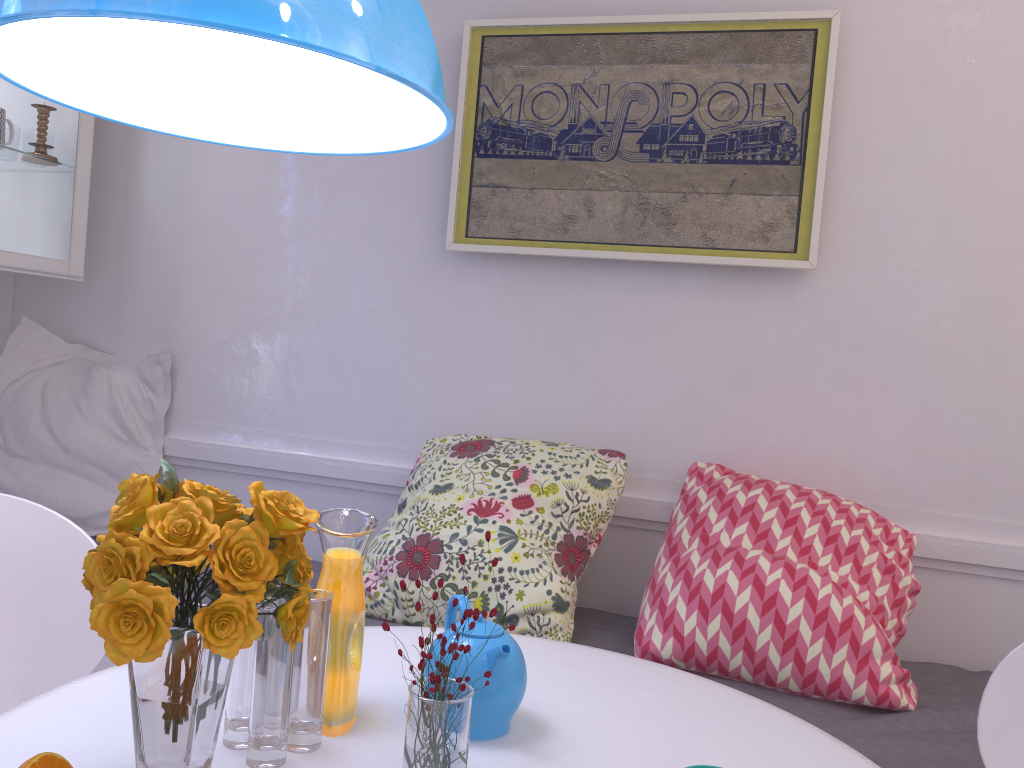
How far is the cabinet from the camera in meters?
2.4

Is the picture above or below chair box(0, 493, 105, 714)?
above

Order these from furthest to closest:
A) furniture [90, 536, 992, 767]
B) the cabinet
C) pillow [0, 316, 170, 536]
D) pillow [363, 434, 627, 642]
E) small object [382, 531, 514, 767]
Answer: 1. pillow [0, 316, 170, 536]
2. the cabinet
3. pillow [363, 434, 627, 642]
4. furniture [90, 536, 992, 767]
5. small object [382, 531, 514, 767]

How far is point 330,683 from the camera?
1.1m

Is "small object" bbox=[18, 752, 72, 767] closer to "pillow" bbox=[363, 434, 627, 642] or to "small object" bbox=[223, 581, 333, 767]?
"small object" bbox=[223, 581, 333, 767]

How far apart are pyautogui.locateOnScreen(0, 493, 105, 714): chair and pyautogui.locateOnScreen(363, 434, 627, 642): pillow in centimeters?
73cm

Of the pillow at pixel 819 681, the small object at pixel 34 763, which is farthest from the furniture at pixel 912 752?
the small object at pixel 34 763

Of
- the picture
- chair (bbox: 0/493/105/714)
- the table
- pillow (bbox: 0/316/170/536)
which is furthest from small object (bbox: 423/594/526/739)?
pillow (bbox: 0/316/170/536)

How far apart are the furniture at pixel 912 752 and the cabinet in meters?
1.1 m

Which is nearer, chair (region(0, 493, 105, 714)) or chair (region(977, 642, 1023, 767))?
chair (region(977, 642, 1023, 767))
